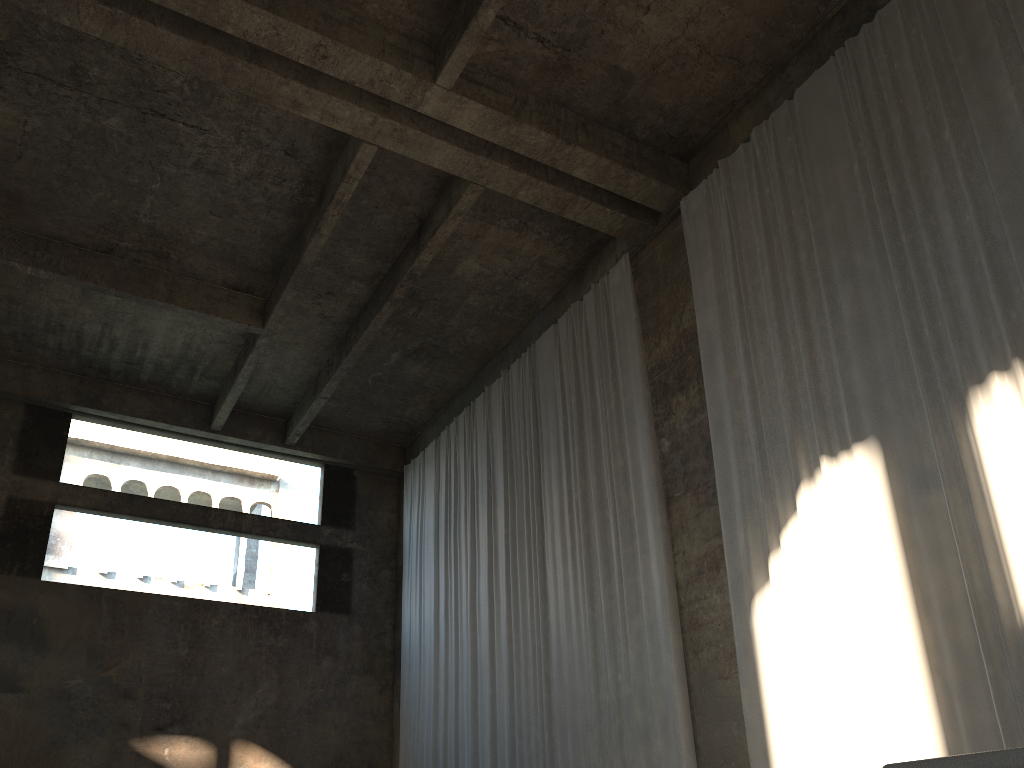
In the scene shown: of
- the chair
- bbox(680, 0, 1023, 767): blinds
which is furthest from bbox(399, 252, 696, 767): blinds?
the chair

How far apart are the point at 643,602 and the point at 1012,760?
9.2m

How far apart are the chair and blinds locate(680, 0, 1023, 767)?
5.9 meters

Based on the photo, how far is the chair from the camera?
1.2 meters

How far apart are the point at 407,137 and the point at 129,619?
9.5m

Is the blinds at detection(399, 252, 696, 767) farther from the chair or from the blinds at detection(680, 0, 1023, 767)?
the chair

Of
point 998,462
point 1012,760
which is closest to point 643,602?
point 998,462

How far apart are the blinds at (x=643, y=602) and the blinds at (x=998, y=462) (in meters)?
0.99

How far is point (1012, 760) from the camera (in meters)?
1.17

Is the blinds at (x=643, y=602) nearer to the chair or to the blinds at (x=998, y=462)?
the blinds at (x=998, y=462)
